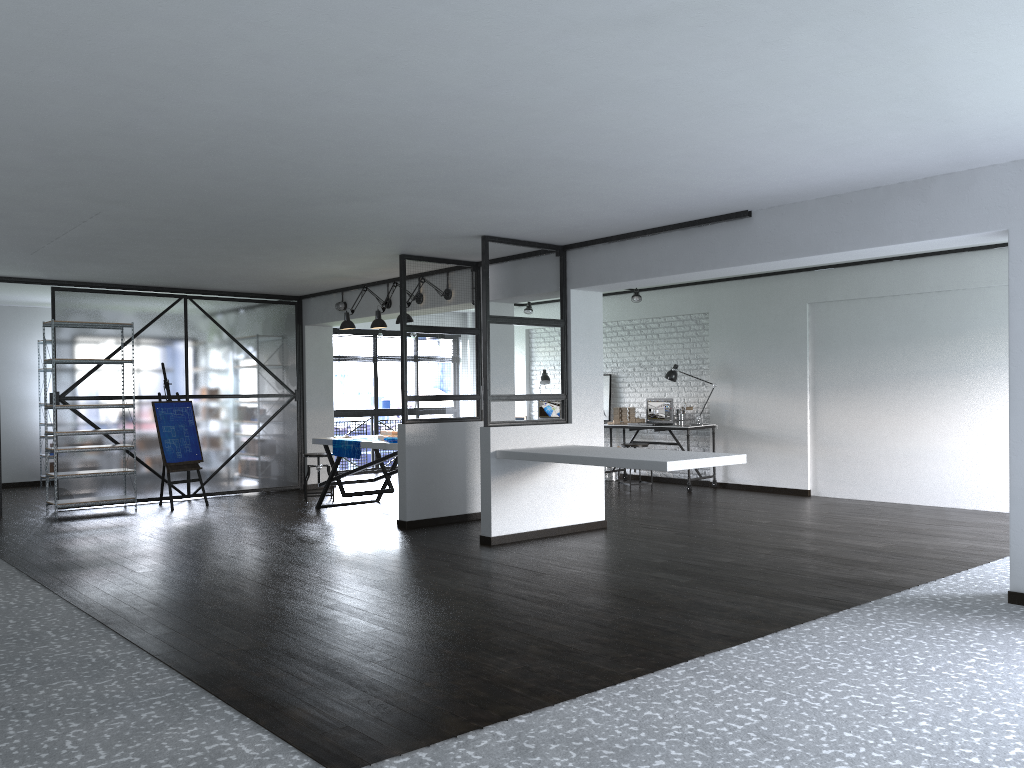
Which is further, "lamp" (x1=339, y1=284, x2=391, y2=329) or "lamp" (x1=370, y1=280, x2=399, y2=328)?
"lamp" (x1=339, y1=284, x2=391, y2=329)

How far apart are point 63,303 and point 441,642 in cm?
673

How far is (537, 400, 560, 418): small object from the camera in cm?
1200

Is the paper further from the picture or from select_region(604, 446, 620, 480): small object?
the picture

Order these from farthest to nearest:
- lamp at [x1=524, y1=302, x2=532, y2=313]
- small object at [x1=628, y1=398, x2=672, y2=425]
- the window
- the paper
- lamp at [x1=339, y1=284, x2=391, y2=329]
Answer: the window, lamp at [x1=524, y1=302, x2=532, y2=313], small object at [x1=628, y1=398, x2=672, y2=425], lamp at [x1=339, y1=284, x2=391, y2=329], the paper

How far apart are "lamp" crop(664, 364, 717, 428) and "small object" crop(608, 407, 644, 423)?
0.7m

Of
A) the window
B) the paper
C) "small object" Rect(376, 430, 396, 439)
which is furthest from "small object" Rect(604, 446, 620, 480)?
the paper

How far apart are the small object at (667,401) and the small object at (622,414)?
0.2m

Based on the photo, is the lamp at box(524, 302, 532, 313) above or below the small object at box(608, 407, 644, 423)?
above

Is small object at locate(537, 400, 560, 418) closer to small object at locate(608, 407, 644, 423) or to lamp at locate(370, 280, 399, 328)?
small object at locate(608, 407, 644, 423)
